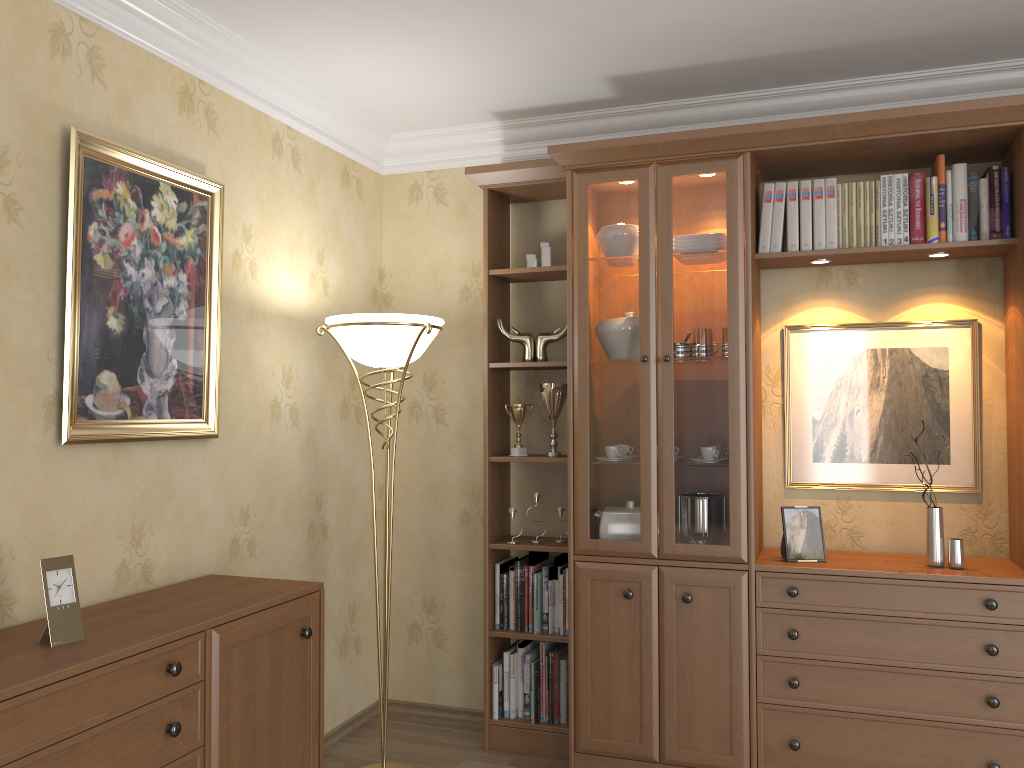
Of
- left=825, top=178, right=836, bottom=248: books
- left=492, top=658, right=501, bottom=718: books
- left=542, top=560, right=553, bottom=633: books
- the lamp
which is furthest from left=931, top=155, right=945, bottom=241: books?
left=492, top=658, right=501, bottom=718: books

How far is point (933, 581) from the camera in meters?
2.9 m

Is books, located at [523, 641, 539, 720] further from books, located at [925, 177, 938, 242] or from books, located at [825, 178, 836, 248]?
books, located at [925, 177, 938, 242]

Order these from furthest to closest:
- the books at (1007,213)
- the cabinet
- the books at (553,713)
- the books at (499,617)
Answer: the books at (499,617), the books at (553,713), the books at (1007,213), the cabinet

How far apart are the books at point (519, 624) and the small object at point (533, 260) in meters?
1.2 m

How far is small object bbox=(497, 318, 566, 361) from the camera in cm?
358

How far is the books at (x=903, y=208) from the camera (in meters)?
3.12

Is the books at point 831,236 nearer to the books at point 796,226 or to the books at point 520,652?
the books at point 796,226

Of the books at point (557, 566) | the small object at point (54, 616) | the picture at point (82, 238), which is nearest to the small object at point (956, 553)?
the books at point (557, 566)

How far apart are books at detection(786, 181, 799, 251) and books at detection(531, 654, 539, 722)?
1.9m
